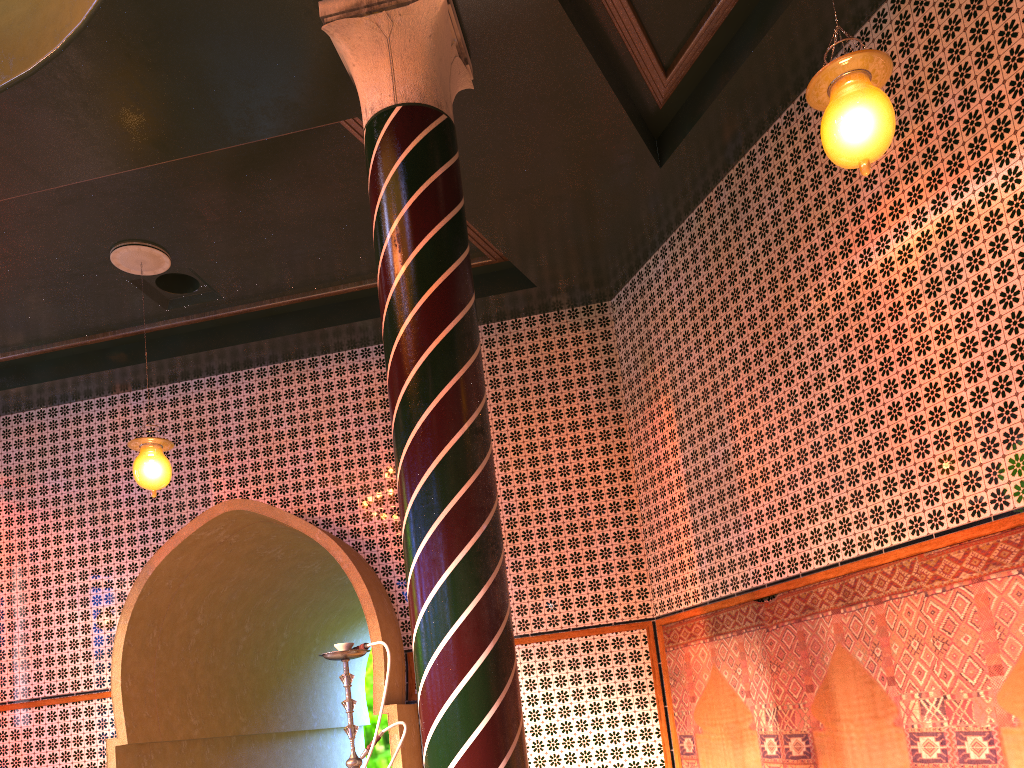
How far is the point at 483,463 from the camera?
4.9 meters

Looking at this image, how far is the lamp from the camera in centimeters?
421cm

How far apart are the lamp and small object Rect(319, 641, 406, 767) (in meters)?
3.59

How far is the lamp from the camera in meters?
4.2 m

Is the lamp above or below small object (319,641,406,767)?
above

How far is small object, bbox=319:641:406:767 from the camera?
4.7 meters

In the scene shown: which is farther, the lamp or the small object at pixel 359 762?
the small object at pixel 359 762

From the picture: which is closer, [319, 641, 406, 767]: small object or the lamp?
the lamp

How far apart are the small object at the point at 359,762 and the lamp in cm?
359
